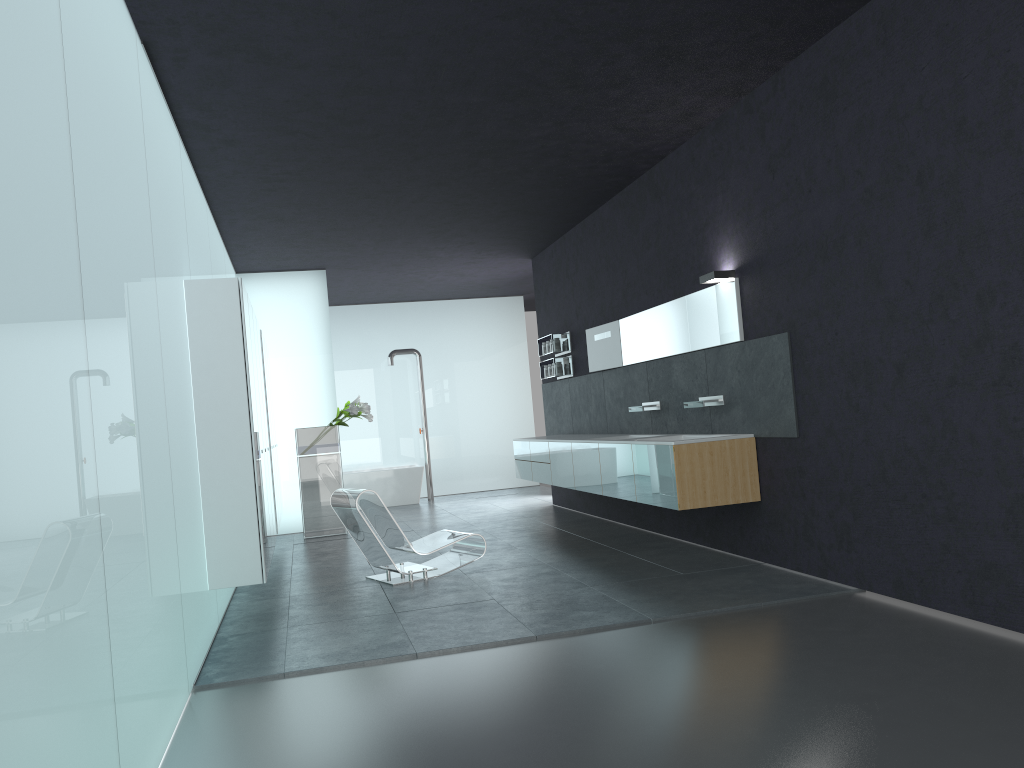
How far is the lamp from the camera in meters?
7.5 m

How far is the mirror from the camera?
7.6 meters

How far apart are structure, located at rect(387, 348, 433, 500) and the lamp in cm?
929

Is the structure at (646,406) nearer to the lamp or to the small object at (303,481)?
the lamp

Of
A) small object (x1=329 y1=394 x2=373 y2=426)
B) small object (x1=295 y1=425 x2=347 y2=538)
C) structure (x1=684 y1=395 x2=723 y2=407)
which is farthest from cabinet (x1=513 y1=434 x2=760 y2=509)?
small object (x1=295 y1=425 x2=347 y2=538)

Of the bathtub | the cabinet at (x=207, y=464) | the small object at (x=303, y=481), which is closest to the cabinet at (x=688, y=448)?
the small object at (x=303, y=481)

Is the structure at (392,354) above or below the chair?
above

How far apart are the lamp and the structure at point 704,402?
1.1m

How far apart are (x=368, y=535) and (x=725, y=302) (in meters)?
3.73

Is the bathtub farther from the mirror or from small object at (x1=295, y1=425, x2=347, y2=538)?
the mirror
